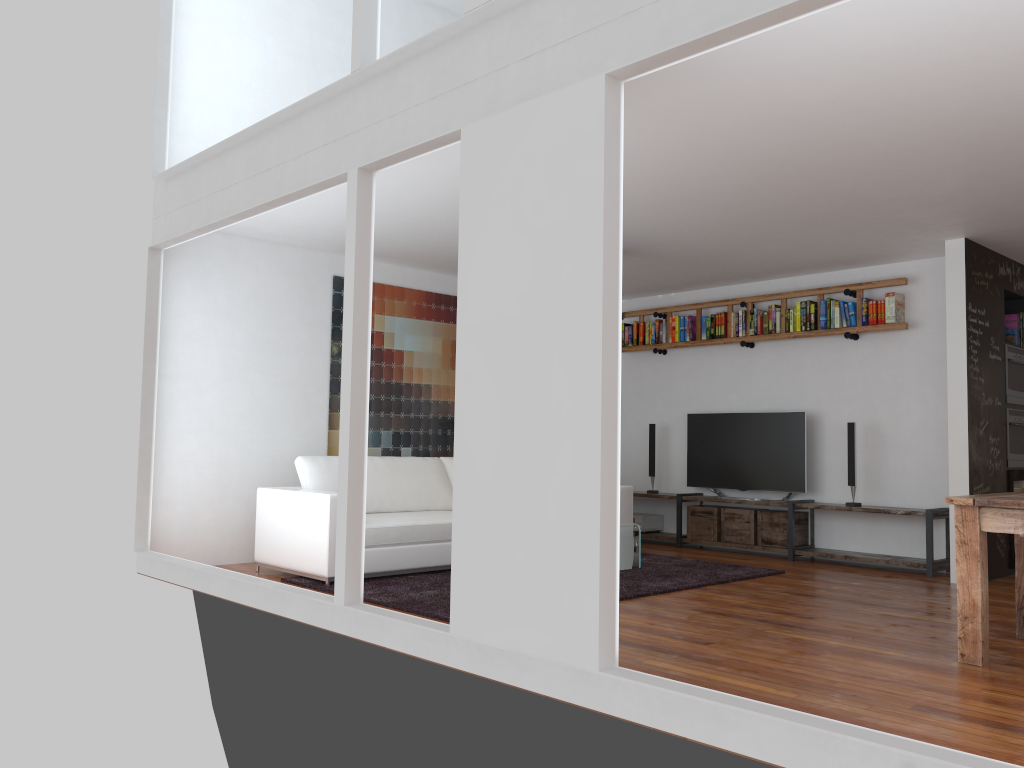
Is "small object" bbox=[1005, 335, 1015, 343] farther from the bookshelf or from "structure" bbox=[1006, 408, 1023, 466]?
the bookshelf

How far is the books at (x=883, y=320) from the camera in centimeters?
727cm

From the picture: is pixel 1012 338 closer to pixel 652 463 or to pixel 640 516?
pixel 652 463

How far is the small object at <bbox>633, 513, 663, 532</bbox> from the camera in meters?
8.7 m

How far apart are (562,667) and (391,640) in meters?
1.1

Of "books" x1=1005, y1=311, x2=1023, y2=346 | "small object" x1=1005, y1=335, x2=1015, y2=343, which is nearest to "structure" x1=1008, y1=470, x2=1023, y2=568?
"small object" x1=1005, y1=335, x2=1015, y2=343

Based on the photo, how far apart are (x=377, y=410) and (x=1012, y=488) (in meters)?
5.15

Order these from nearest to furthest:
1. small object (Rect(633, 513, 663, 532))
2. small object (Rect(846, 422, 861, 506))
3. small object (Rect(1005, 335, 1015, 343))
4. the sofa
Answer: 1. the sofa
2. small object (Rect(1005, 335, 1015, 343))
3. small object (Rect(846, 422, 861, 506))
4. small object (Rect(633, 513, 663, 532))

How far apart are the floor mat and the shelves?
0.89m

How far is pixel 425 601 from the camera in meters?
5.1
